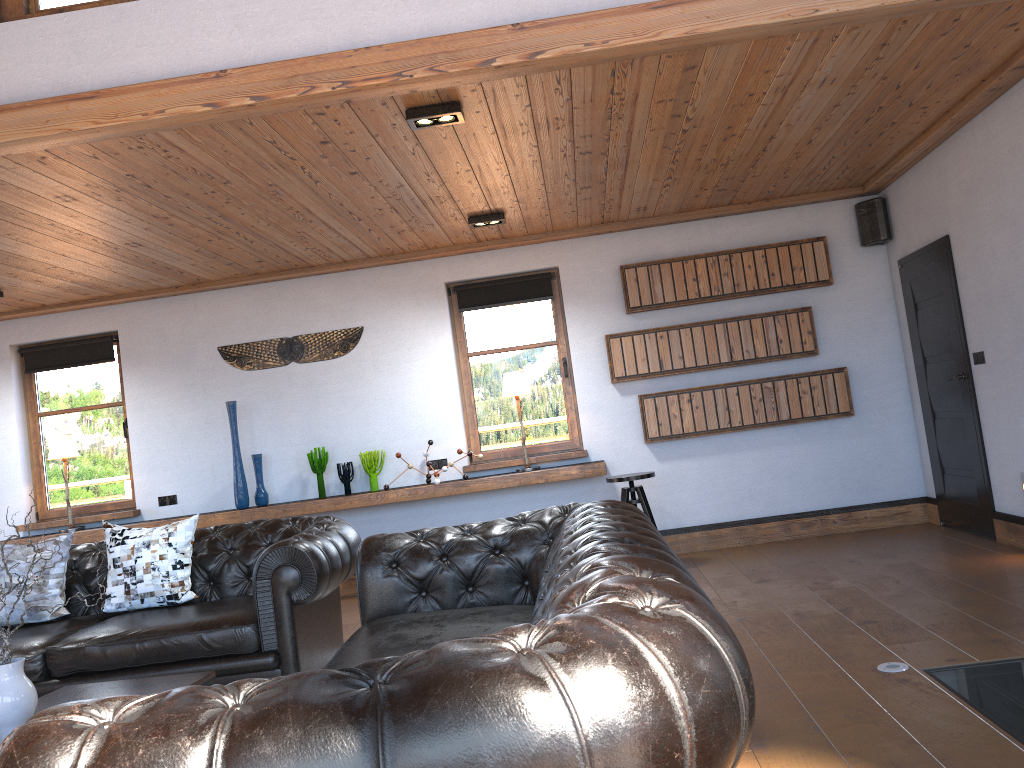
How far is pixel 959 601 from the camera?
4.39m

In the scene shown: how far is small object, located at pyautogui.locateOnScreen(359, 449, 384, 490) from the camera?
7.1m

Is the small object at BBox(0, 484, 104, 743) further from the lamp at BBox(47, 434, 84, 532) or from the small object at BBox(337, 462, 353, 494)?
the lamp at BBox(47, 434, 84, 532)

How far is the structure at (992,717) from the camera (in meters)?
2.89

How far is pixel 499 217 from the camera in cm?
626

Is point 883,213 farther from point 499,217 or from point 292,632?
point 292,632

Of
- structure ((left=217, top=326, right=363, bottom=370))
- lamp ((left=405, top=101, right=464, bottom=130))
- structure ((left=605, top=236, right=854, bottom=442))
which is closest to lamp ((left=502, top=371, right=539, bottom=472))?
structure ((left=605, top=236, right=854, bottom=442))

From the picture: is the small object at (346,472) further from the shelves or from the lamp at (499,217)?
the lamp at (499,217)

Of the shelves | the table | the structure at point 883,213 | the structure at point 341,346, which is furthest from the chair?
the table

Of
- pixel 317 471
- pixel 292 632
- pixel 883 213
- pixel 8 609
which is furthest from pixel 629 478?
pixel 8 609
